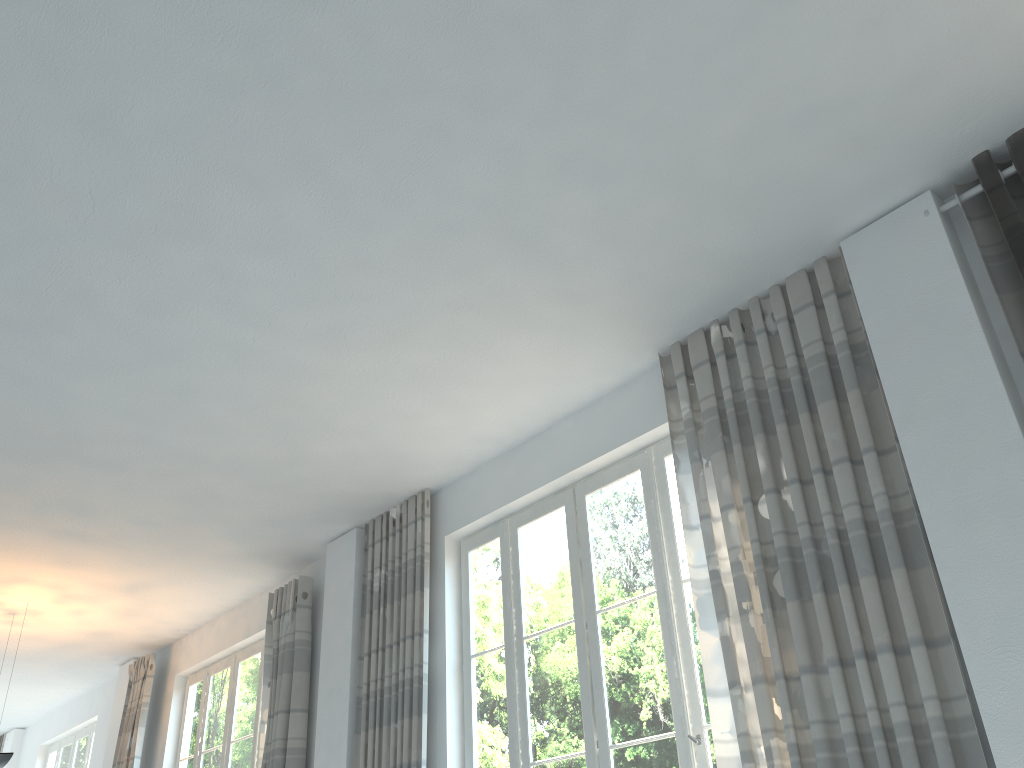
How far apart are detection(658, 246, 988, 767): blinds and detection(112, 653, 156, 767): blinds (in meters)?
5.85

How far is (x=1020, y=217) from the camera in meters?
3.0 m

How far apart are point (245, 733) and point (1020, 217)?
6.09m

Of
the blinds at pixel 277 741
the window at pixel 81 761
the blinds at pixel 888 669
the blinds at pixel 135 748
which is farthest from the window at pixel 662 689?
the window at pixel 81 761

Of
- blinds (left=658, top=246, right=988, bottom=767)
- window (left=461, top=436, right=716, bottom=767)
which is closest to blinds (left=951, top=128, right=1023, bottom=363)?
blinds (left=658, top=246, right=988, bottom=767)

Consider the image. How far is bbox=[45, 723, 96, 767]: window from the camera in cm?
930

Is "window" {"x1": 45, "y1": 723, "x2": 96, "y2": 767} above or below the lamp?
above

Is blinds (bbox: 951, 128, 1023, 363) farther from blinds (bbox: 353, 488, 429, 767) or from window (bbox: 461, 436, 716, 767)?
blinds (bbox: 353, 488, 429, 767)

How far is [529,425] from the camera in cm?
472

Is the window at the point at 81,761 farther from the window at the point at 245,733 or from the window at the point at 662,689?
the window at the point at 662,689
